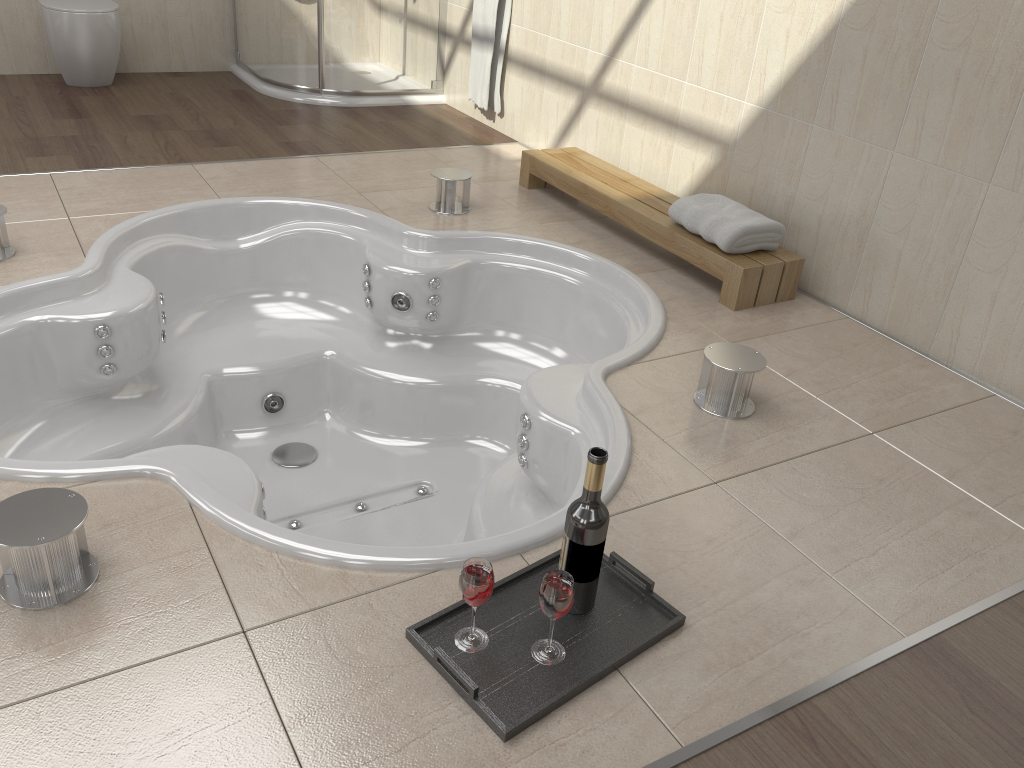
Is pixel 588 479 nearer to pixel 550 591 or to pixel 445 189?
pixel 550 591

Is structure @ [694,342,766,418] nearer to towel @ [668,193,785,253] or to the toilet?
towel @ [668,193,785,253]

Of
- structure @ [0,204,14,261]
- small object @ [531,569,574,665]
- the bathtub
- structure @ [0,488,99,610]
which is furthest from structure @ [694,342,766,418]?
structure @ [0,204,14,261]

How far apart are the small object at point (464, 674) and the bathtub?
0.1 meters

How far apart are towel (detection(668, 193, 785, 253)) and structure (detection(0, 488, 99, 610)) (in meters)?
1.91

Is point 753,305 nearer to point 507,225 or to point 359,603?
point 507,225

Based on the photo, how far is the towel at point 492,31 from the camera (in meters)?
4.07

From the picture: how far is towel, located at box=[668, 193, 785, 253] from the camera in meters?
2.7

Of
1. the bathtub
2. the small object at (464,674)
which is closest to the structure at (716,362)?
the bathtub

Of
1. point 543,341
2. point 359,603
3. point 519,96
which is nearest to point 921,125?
point 543,341
